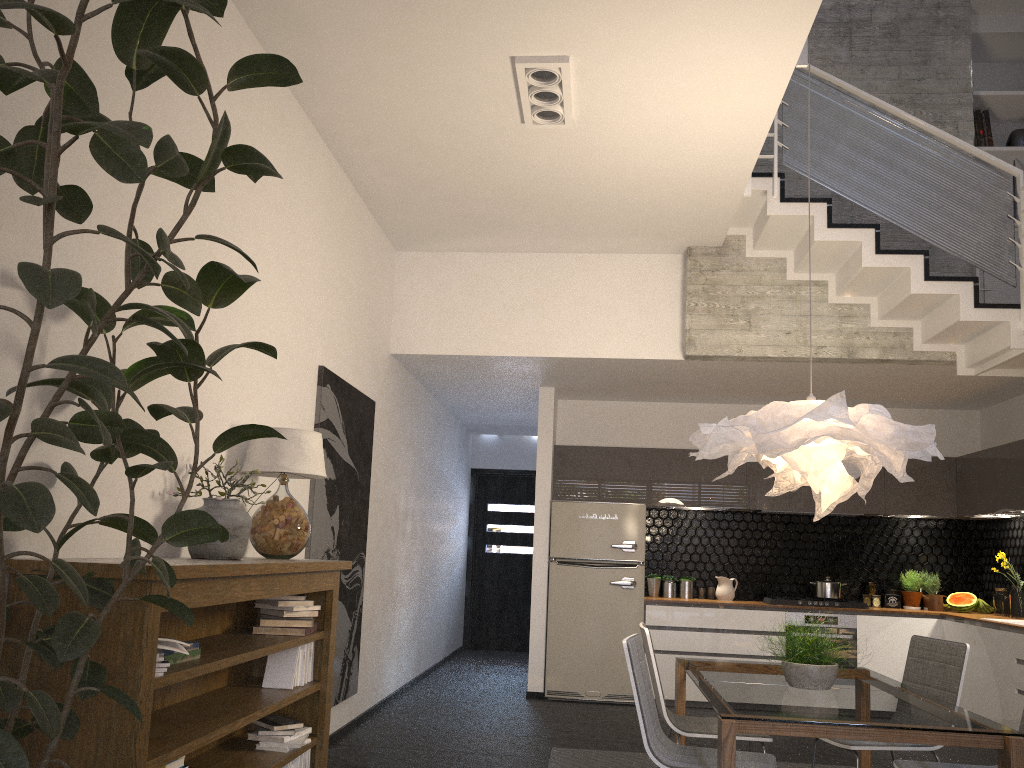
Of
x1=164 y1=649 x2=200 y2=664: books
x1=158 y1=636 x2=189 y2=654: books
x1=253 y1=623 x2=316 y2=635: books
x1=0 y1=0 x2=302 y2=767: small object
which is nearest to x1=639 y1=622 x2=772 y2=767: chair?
x1=253 y1=623 x2=316 y2=635: books

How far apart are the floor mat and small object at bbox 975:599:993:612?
3.83m

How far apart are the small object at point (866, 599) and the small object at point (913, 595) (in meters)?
0.32

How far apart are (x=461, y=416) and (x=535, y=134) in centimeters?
530cm

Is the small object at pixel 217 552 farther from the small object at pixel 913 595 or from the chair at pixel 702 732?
the small object at pixel 913 595

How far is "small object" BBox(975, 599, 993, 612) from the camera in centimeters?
754cm

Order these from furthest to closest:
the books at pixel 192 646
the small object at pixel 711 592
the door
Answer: the door
the small object at pixel 711 592
the books at pixel 192 646

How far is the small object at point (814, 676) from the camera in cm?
372

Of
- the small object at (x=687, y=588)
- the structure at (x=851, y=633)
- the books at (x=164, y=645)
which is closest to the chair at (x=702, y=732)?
the books at (x=164, y=645)

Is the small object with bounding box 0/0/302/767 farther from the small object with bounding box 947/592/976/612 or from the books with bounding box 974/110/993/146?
the small object with bounding box 947/592/976/612
